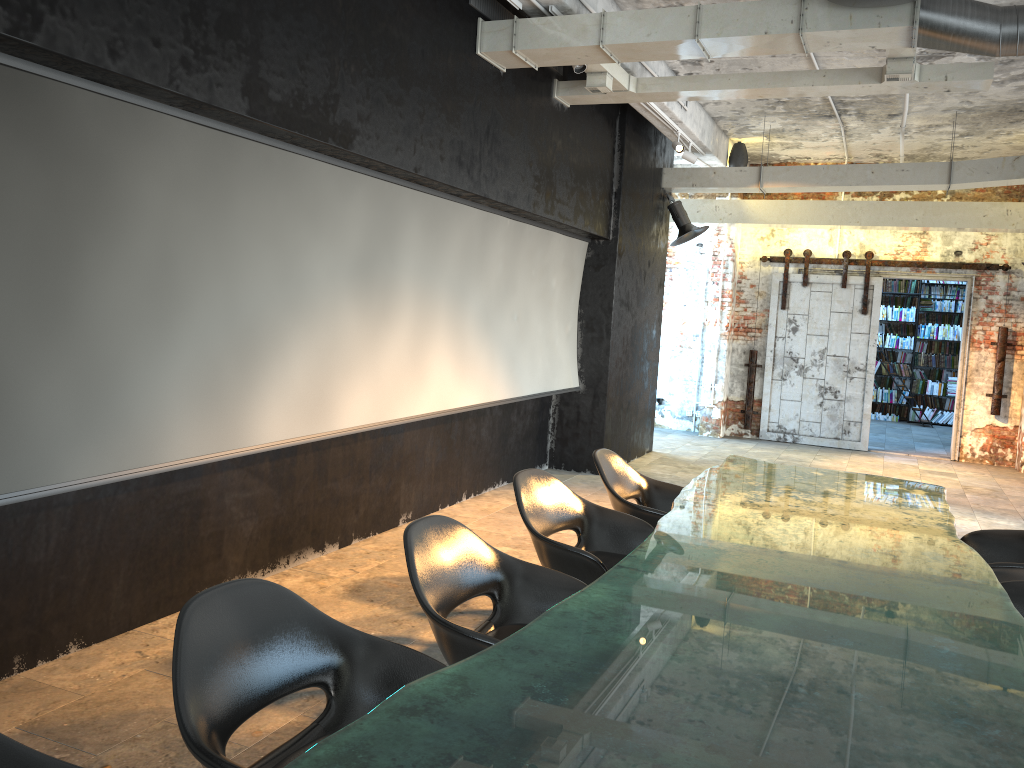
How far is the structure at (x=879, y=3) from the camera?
4.67m

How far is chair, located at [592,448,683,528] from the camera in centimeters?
465cm

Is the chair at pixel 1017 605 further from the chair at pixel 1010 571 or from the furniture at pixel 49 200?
the furniture at pixel 49 200

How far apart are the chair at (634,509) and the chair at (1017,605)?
1.57m

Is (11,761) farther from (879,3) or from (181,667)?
(879,3)

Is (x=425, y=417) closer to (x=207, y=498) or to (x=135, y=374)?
(x=207, y=498)

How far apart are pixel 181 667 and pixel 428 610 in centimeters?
89cm

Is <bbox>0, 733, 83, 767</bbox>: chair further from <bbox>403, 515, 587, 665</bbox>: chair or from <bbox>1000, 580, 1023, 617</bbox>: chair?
<bbox>1000, 580, 1023, 617</bbox>: chair

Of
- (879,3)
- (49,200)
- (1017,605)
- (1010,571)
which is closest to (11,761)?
(49,200)

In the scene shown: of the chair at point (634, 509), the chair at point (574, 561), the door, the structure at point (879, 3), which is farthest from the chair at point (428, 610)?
the door
